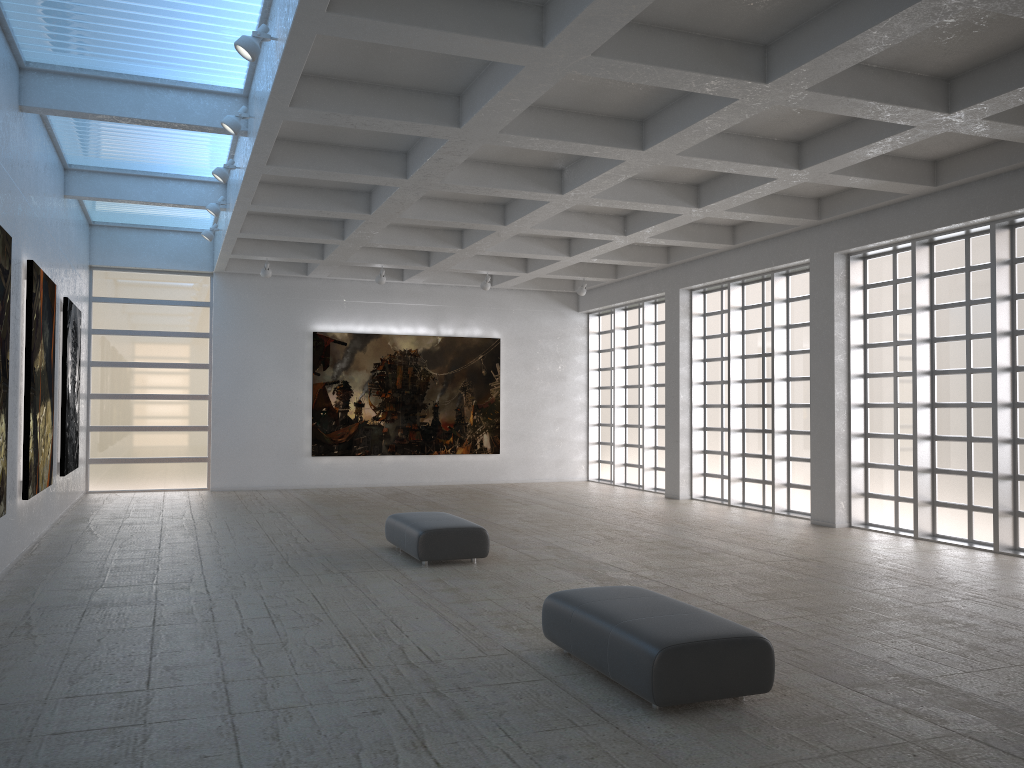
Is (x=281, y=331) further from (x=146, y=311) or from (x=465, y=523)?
(x=465, y=523)

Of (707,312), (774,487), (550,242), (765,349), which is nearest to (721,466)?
(774,487)
